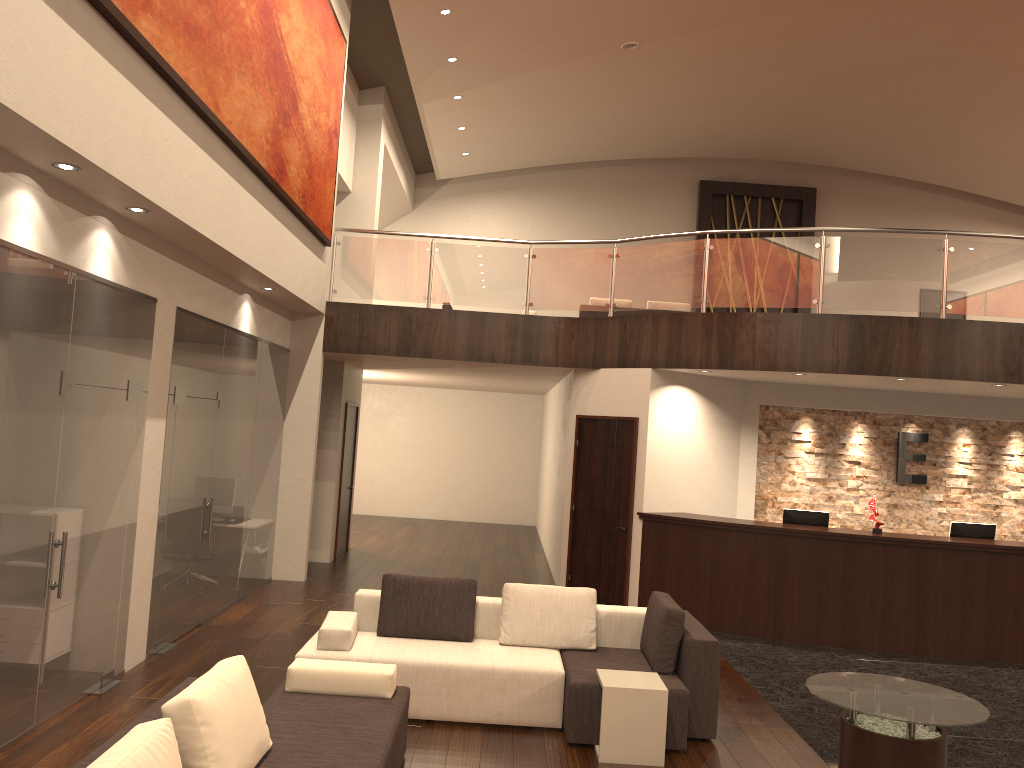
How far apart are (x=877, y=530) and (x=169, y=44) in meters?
7.9 m

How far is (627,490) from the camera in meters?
10.1

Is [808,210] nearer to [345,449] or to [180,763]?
[345,449]

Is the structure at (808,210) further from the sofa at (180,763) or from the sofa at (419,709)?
the sofa at (180,763)

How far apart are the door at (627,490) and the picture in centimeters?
368cm

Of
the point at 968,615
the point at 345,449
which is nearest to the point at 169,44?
the point at 345,449

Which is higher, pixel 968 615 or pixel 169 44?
pixel 169 44

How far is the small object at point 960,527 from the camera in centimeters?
951cm

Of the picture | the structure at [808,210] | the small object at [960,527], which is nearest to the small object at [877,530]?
the small object at [960,527]

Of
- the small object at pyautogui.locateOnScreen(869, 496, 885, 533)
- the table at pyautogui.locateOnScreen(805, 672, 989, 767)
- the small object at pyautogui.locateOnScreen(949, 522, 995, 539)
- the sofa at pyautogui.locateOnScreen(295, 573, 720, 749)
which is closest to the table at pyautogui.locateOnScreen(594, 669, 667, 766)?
the sofa at pyautogui.locateOnScreen(295, 573, 720, 749)
